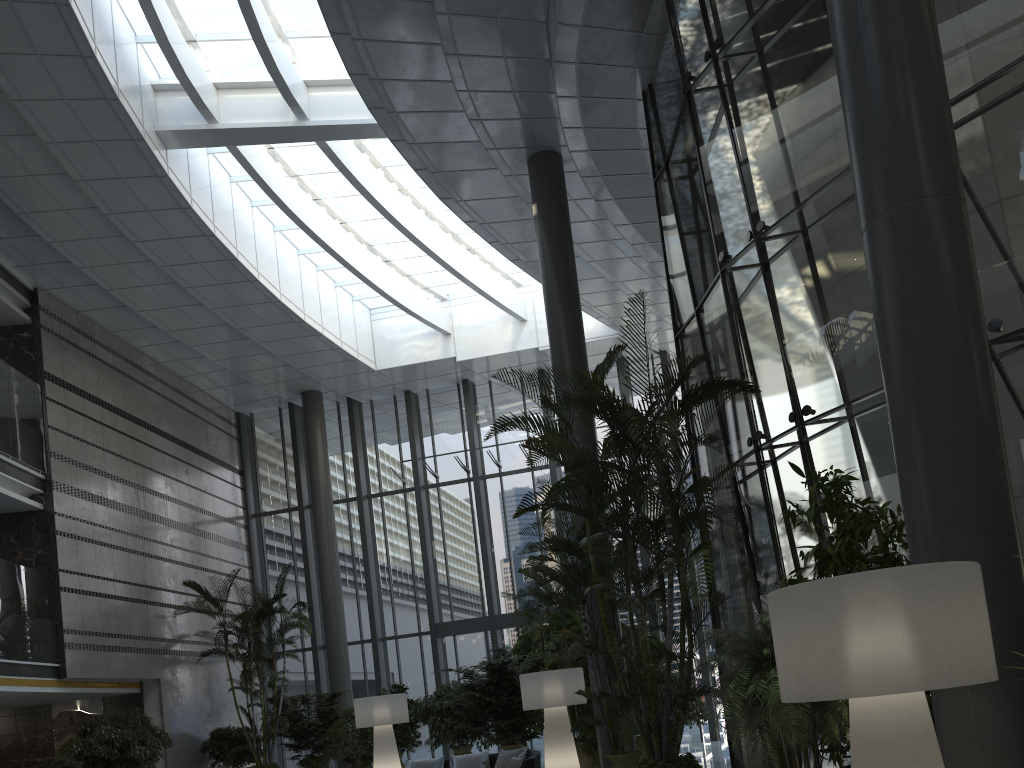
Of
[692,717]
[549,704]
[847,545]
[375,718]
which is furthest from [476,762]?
[847,545]

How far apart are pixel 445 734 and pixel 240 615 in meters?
4.3 m

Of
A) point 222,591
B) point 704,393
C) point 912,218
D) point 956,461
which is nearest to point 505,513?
point 222,591

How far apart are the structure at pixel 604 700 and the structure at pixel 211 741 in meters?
9.1

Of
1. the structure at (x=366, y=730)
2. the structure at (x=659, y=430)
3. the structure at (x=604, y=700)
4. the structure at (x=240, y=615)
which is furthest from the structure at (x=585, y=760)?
the structure at (x=240, y=615)

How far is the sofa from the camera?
8.1m

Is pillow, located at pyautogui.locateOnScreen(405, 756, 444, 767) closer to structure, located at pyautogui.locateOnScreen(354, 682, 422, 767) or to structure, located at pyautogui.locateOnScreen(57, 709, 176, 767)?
structure, located at pyautogui.locateOnScreen(354, 682, 422, 767)

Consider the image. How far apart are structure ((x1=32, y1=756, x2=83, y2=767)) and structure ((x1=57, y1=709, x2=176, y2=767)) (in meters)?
0.30

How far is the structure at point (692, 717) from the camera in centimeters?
1149cm

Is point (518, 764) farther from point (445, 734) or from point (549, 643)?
point (445, 734)
